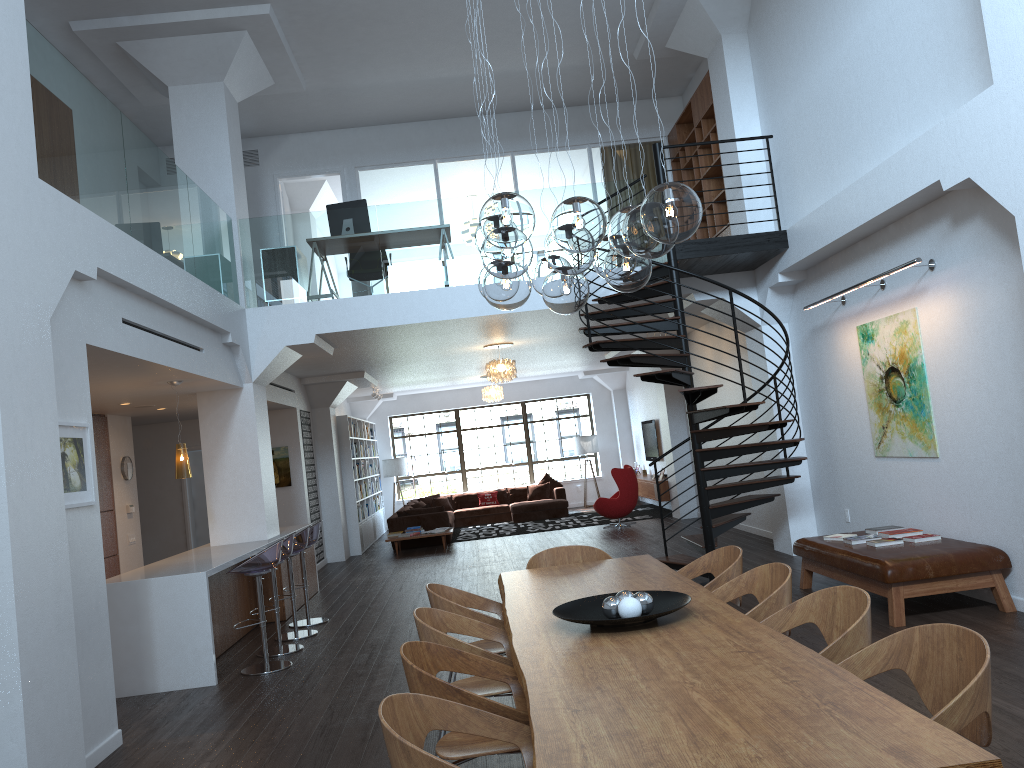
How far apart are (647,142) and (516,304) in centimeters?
954cm

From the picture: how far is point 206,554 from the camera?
8.4m

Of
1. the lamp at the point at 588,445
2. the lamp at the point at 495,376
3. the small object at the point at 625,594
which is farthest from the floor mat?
Answer: the small object at the point at 625,594

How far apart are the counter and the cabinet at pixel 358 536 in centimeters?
451cm

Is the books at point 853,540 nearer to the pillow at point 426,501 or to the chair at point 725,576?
the chair at point 725,576

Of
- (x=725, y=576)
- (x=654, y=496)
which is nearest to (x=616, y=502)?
(x=654, y=496)

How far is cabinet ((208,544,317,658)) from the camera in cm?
791

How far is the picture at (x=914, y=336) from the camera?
7.13m

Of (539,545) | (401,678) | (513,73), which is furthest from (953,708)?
(539,545)

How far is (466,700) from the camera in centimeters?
307cm
